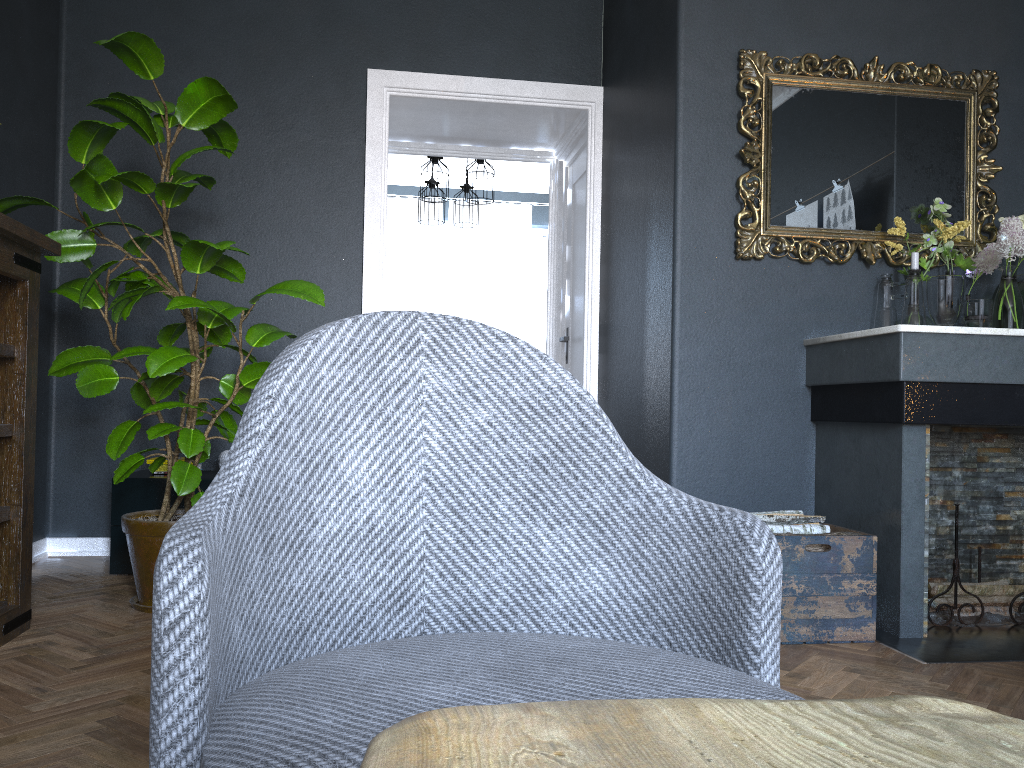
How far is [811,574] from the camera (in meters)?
2.66

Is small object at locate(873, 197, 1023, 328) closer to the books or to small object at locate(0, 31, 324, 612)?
small object at locate(0, 31, 324, 612)

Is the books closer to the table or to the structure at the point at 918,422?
the structure at the point at 918,422

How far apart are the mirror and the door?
1.6 meters

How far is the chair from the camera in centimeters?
76cm

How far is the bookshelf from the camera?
2.5 meters

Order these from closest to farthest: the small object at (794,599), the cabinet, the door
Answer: the small object at (794,599)
the cabinet
the door

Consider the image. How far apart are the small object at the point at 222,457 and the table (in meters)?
3.62

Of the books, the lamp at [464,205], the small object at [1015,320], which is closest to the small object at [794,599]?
the small object at [1015,320]

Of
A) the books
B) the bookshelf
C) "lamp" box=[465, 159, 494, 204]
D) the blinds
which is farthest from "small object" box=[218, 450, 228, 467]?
the blinds
